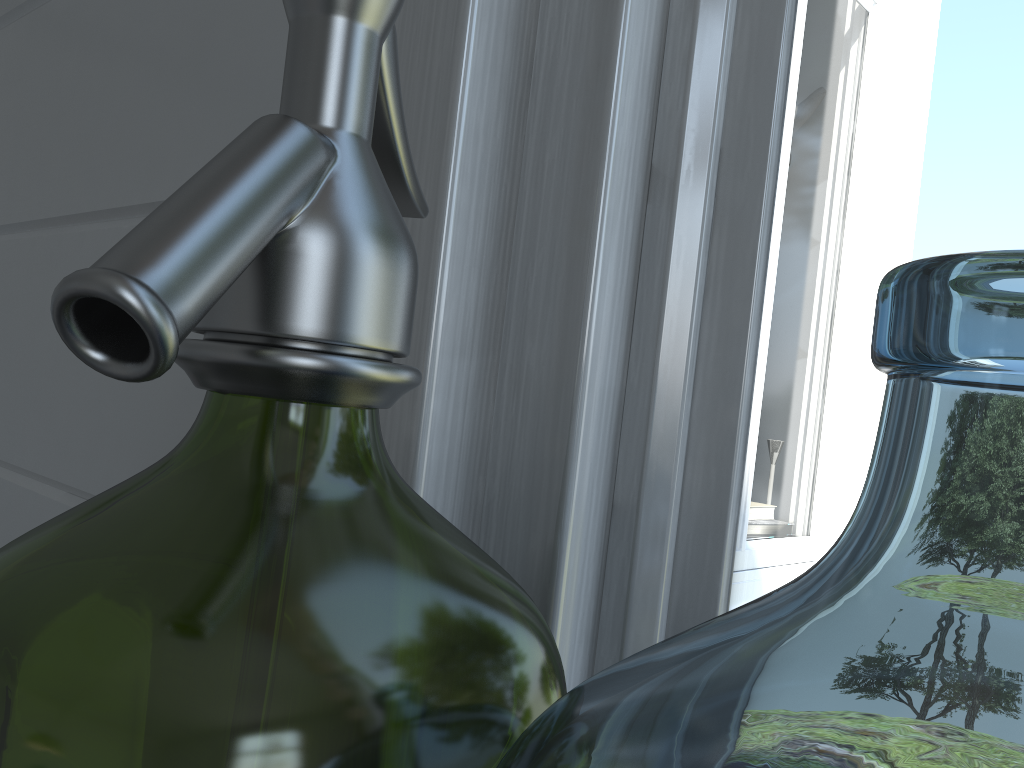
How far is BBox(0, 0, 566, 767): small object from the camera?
0.2m

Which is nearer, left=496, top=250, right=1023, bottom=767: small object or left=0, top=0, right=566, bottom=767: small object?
left=0, top=0, right=566, bottom=767: small object

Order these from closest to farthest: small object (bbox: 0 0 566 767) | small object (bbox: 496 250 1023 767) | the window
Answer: small object (bbox: 0 0 566 767) < the window < small object (bbox: 496 250 1023 767)

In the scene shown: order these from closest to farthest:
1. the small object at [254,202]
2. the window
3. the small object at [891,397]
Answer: the small object at [254,202] < the window < the small object at [891,397]

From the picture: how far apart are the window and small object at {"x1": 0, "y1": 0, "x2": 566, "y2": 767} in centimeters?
3cm

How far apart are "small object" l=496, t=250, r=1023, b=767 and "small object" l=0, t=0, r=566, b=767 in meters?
0.1

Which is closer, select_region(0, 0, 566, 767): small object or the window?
select_region(0, 0, 566, 767): small object

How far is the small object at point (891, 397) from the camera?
2.10m

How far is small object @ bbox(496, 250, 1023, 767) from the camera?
2.1 meters

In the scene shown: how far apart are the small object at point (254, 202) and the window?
0.0m
